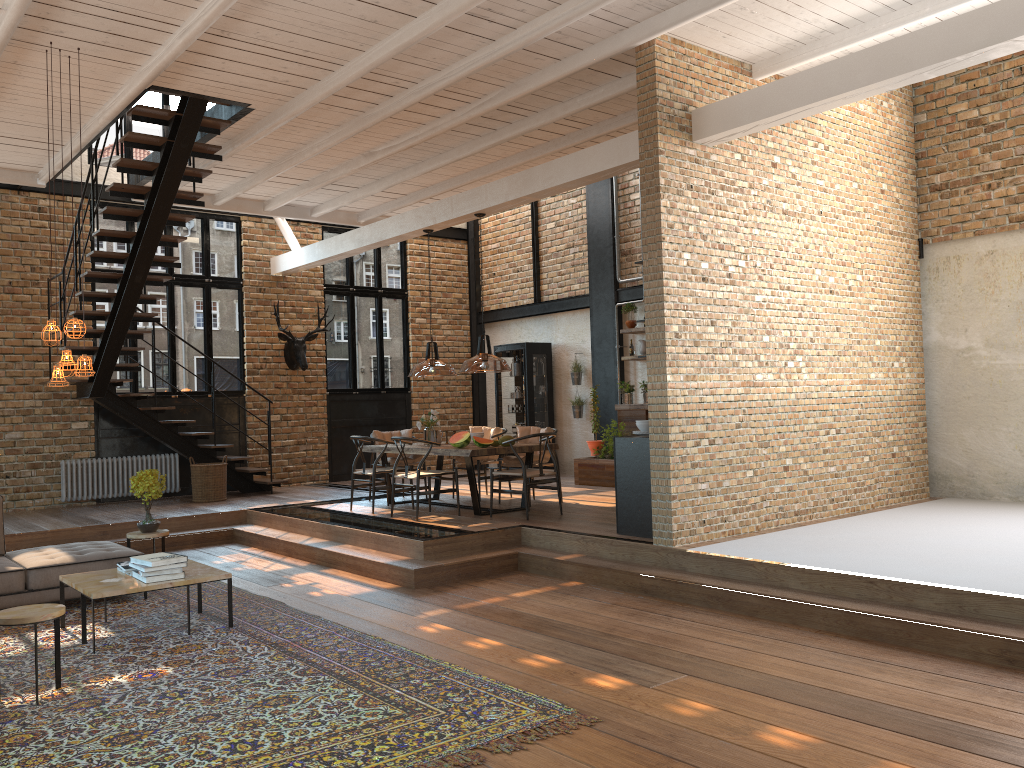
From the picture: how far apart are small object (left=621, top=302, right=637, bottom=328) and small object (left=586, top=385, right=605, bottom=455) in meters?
1.6 m

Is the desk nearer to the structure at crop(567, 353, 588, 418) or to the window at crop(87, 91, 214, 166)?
the structure at crop(567, 353, 588, 418)

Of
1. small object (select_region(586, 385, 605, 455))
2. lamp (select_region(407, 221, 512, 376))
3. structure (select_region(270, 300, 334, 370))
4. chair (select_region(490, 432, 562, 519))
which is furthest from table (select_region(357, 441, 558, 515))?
structure (select_region(270, 300, 334, 370))

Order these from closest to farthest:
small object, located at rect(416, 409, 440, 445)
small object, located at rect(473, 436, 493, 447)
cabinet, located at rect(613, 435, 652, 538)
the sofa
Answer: the sofa
cabinet, located at rect(613, 435, 652, 538)
small object, located at rect(473, 436, 493, 447)
small object, located at rect(416, 409, 440, 445)

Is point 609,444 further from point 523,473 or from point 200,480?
point 200,480

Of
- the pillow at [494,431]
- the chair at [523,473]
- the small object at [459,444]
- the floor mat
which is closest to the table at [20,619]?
the floor mat

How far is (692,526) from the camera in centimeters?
708cm

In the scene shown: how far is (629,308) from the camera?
12.70m

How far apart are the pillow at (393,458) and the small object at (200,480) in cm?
228

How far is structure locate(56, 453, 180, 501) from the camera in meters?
11.7 m
